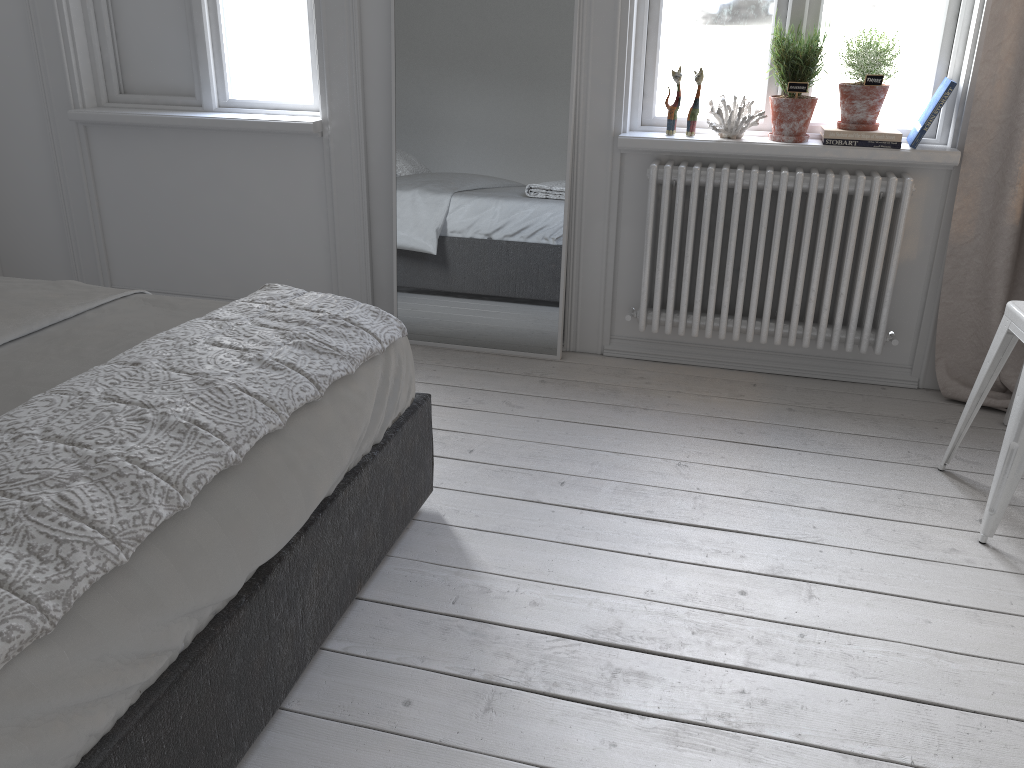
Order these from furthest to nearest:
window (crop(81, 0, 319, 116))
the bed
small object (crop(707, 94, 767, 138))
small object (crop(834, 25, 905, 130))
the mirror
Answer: window (crop(81, 0, 319, 116))
the mirror
small object (crop(707, 94, 767, 138))
small object (crop(834, 25, 905, 130))
the bed

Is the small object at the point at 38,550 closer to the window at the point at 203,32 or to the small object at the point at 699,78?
the small object at the point at 699,78

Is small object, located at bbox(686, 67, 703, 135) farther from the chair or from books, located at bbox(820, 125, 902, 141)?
the chair

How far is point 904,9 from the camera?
2.8m

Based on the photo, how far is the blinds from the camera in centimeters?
265cm

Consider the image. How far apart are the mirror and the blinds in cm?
126

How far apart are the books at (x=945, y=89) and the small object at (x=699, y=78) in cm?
69

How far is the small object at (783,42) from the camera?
2.8 meters

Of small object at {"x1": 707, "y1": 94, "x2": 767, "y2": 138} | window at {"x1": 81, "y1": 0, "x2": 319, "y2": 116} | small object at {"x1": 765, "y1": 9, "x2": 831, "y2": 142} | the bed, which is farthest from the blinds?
window at {"x1": 81, "y1": 0, "x2": 319, "y2": 116}

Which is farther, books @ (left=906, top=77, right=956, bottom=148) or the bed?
books @ (left=906, top=77, right=956, bottom=148)
